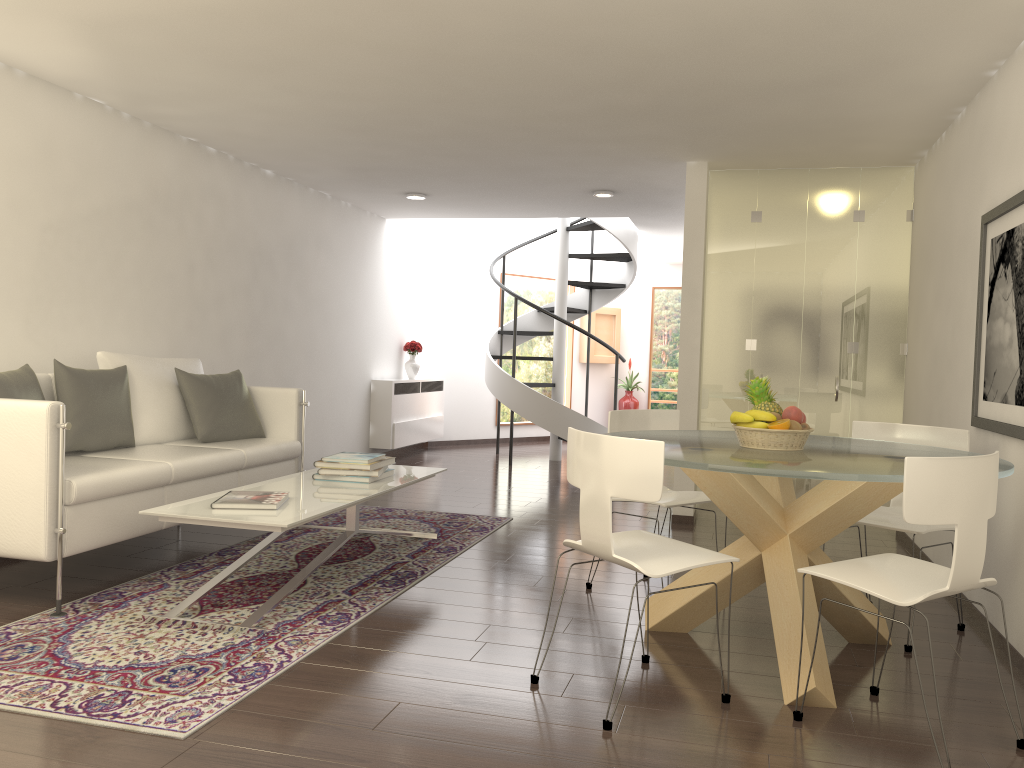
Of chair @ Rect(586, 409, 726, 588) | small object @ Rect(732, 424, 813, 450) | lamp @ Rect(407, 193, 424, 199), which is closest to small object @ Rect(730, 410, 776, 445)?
small object @ Rect(732, 424, 813, 450)

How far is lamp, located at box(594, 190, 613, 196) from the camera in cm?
844

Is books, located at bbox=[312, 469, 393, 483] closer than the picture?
No

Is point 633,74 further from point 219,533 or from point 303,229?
point 303,229

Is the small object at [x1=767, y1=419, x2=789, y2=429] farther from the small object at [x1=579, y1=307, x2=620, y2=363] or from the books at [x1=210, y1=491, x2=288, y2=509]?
the small object at [x1=579, y1=307, x2=620, y2=363]

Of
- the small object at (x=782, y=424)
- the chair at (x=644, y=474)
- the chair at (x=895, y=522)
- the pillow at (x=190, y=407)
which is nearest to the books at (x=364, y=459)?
the pillow at (x=190, y=407)

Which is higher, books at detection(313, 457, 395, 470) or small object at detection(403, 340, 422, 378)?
small object at detection(403, 340, 422, 378)

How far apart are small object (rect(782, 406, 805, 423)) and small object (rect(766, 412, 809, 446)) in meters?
0.0

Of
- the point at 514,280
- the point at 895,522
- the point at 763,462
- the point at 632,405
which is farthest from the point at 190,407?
the point at 632,405

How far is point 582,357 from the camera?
14.2 meters
